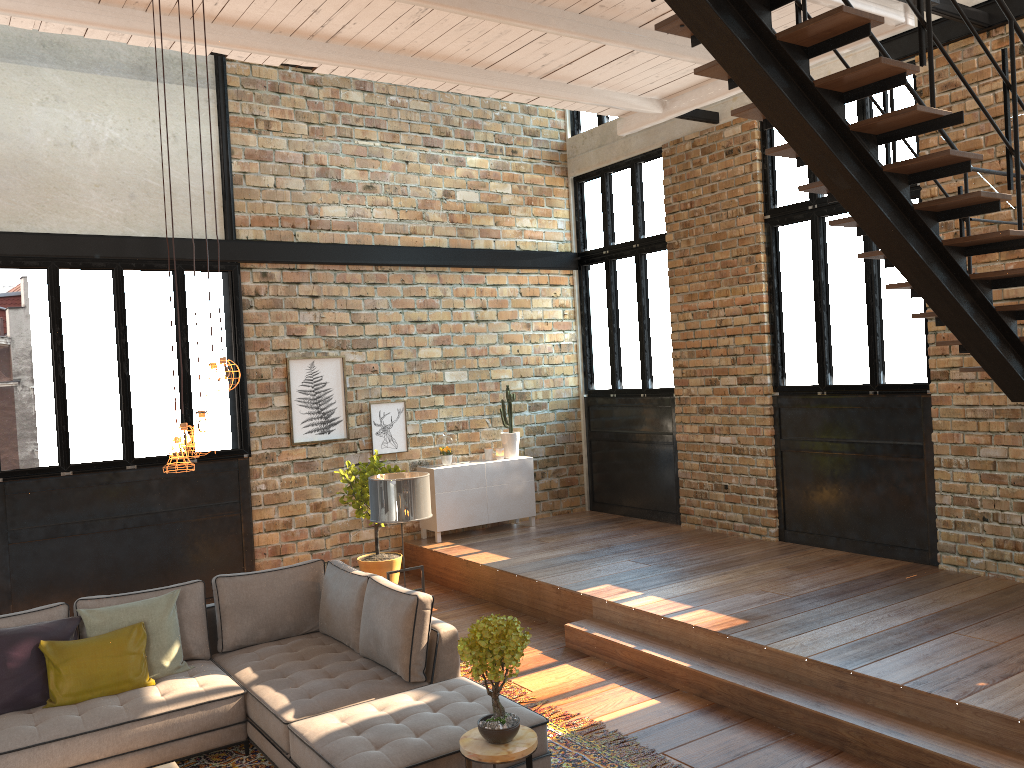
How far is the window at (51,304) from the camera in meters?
7.7 m

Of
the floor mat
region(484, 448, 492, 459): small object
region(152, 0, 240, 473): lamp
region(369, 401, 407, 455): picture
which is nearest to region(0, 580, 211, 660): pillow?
the floor mat

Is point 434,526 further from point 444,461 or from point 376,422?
point 376,422

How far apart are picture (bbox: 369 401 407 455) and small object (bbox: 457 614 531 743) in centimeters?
551cm

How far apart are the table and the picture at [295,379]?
5.3 meters

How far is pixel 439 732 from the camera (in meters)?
4.23

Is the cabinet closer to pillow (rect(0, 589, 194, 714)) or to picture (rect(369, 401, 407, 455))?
picture (rect(369, 401, 407, 455))

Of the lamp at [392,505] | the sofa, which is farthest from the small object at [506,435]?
the sofa

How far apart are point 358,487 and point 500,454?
2.2 meters

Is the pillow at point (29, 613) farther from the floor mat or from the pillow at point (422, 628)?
the floor mat
